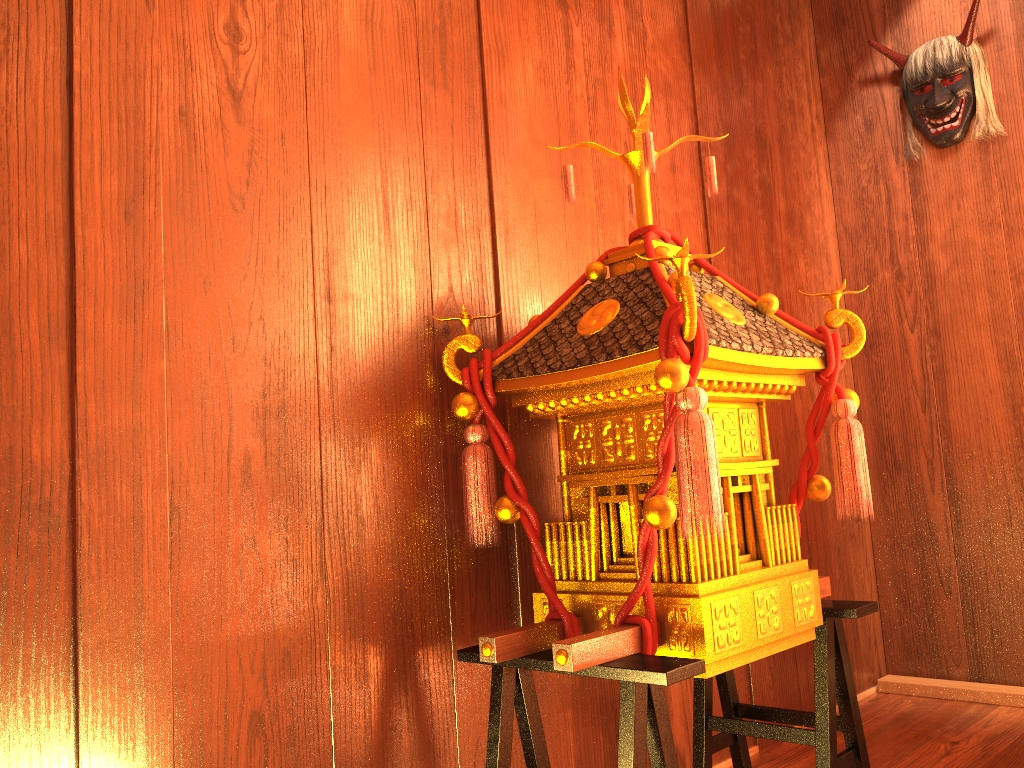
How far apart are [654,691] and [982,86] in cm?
226

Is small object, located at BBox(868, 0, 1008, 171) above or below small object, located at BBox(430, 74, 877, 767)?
above

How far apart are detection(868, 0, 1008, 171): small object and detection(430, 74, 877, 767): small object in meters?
1.4

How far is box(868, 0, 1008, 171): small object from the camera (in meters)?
2.67

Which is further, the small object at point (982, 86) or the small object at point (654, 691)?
the small object at point (982, 86)

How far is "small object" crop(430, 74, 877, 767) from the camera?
1.3 meters

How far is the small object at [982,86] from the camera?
2.7m

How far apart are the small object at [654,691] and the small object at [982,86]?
1.4 meters

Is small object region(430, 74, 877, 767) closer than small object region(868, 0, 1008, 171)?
Yes
